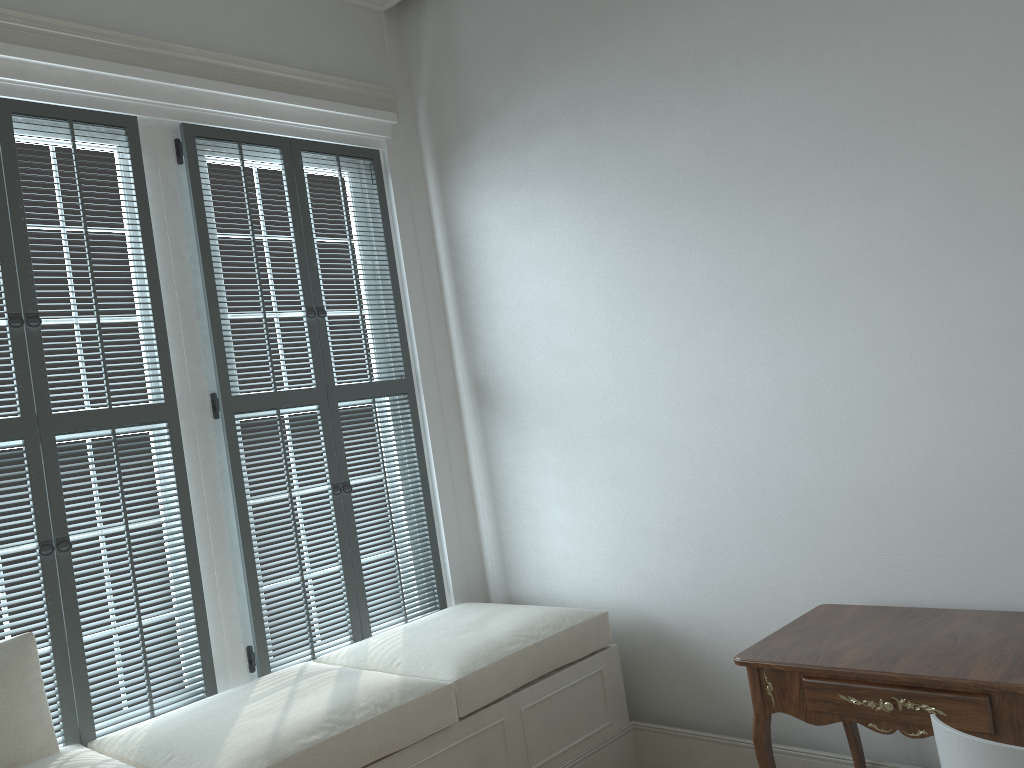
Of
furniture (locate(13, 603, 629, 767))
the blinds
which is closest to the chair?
furniture (locate(13, 603, 629, 767))

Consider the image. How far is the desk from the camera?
1.9 meters

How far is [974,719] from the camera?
1.89m

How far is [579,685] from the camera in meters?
3.0 m

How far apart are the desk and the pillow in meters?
1.8 m

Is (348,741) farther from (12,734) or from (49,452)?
(49,452)

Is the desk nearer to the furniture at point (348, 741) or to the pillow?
the furniture at point (348, 741)

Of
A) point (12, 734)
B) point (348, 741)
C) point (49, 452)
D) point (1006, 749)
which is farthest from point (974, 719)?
point (49, 452)

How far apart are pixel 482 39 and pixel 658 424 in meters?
1.7

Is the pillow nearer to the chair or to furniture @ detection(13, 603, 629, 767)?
furniture @ detection(13, 603, 629, 767)
